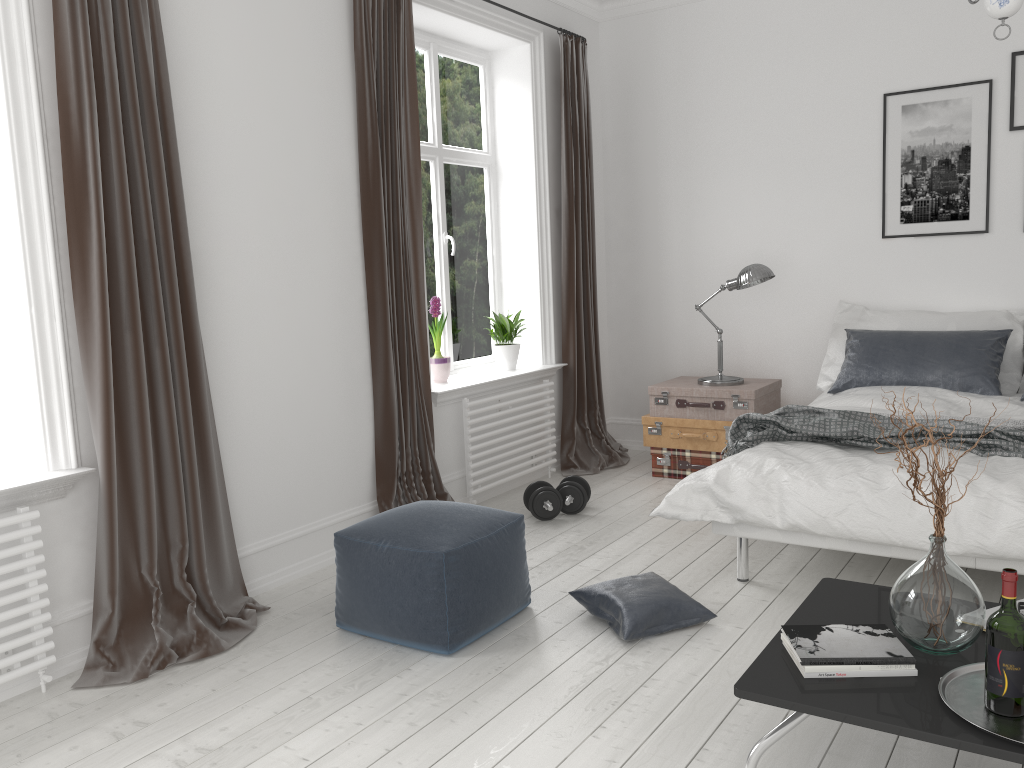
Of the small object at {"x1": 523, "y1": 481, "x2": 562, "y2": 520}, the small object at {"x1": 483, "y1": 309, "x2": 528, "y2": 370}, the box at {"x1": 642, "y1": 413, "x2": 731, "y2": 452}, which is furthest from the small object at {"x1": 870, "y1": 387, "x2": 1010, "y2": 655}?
the small object at {"x1": 483, "y1": 309, "x2": 528, "y2": 370}

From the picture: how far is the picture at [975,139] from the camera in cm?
481

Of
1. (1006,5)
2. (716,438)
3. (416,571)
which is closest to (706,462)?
(716,438)

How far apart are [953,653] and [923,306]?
3.4m

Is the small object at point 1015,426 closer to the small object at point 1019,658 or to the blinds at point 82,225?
the small object at point 1019,658

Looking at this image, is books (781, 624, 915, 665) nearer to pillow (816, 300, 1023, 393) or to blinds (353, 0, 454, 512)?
blinds (353, 0, 454, 512)

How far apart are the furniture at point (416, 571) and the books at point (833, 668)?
1.25m

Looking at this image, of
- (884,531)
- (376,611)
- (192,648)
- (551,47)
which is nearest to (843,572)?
(884,531)

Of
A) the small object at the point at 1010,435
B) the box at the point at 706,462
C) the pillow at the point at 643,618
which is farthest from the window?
the pillow at the point at 643,618

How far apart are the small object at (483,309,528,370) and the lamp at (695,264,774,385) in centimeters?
111cm
